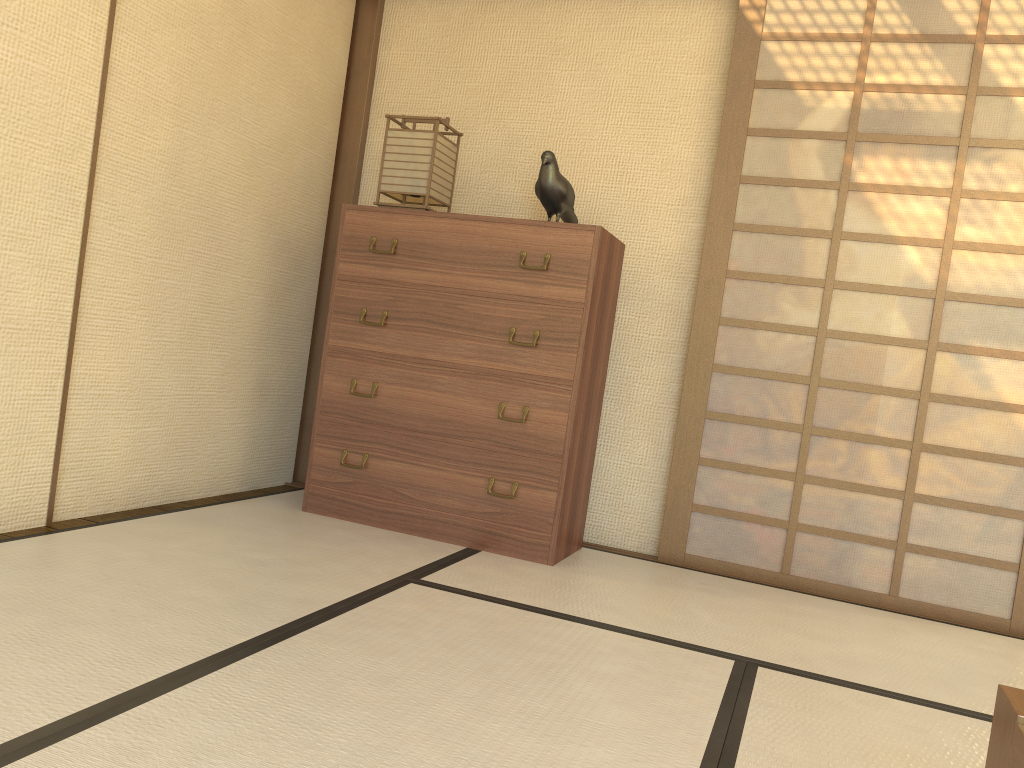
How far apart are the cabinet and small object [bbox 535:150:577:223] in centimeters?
23cm

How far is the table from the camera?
1.10m

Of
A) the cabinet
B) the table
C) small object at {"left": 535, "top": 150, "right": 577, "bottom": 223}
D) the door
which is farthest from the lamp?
the table

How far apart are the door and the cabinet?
0.42m

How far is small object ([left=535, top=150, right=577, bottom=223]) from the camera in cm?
326

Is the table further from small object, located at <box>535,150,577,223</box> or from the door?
small object, located at <box>535,150,577,223</box>

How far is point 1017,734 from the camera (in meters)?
1.10

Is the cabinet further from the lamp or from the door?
the door

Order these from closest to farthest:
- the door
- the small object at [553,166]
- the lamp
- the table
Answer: the table
the door
the small object at [553,166]
the lamp

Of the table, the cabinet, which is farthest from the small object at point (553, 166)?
the table
